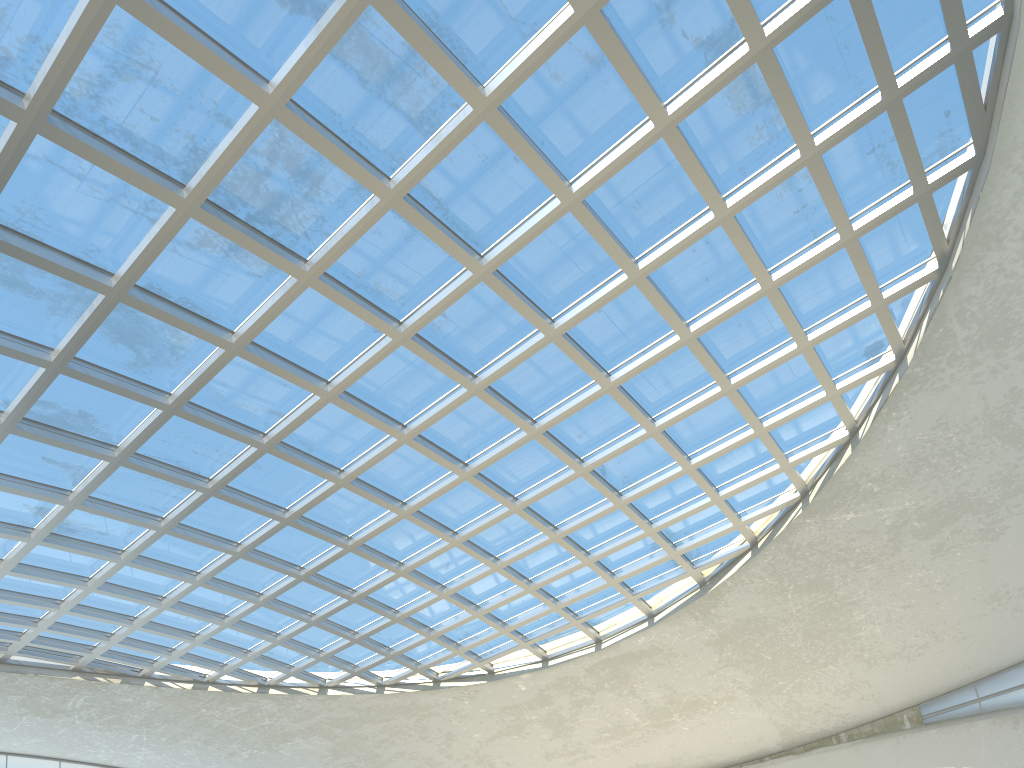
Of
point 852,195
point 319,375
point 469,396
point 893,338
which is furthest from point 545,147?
point 893,338
